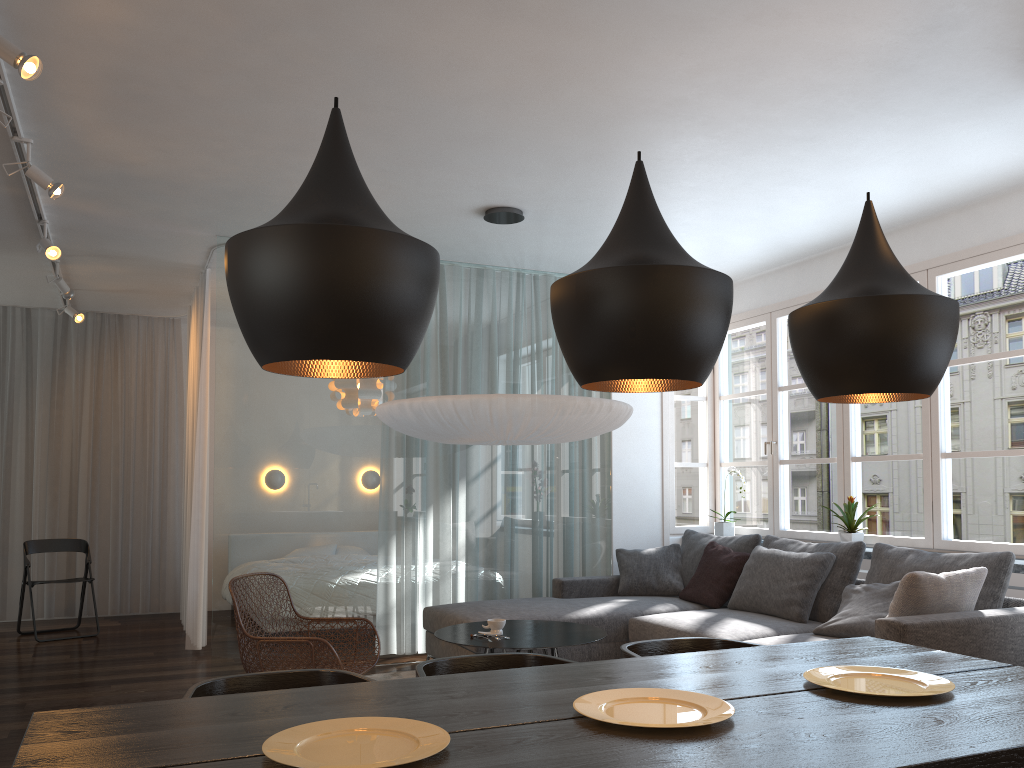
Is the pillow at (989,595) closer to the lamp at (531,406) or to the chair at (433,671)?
the lamp at (531,406)

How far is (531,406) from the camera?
4.4m

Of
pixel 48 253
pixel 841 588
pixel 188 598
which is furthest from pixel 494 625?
pixel 48 253

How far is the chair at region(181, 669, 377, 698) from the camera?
2.31m

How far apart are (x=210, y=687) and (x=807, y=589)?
3.6m

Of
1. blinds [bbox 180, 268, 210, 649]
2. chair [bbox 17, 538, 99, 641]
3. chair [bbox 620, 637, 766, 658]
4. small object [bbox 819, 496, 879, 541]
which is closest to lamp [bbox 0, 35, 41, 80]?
chair [bbox 620, 637, 766, 658]

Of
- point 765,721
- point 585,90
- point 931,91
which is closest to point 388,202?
point 585,90

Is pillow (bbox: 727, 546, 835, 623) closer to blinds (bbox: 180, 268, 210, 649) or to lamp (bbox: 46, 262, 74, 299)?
blinds (bbox: 180, 268, 210, 649)

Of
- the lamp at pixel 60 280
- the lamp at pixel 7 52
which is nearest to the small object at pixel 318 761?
the lamp at pixel 7 52

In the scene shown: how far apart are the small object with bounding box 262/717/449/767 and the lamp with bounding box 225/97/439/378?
0.7m
